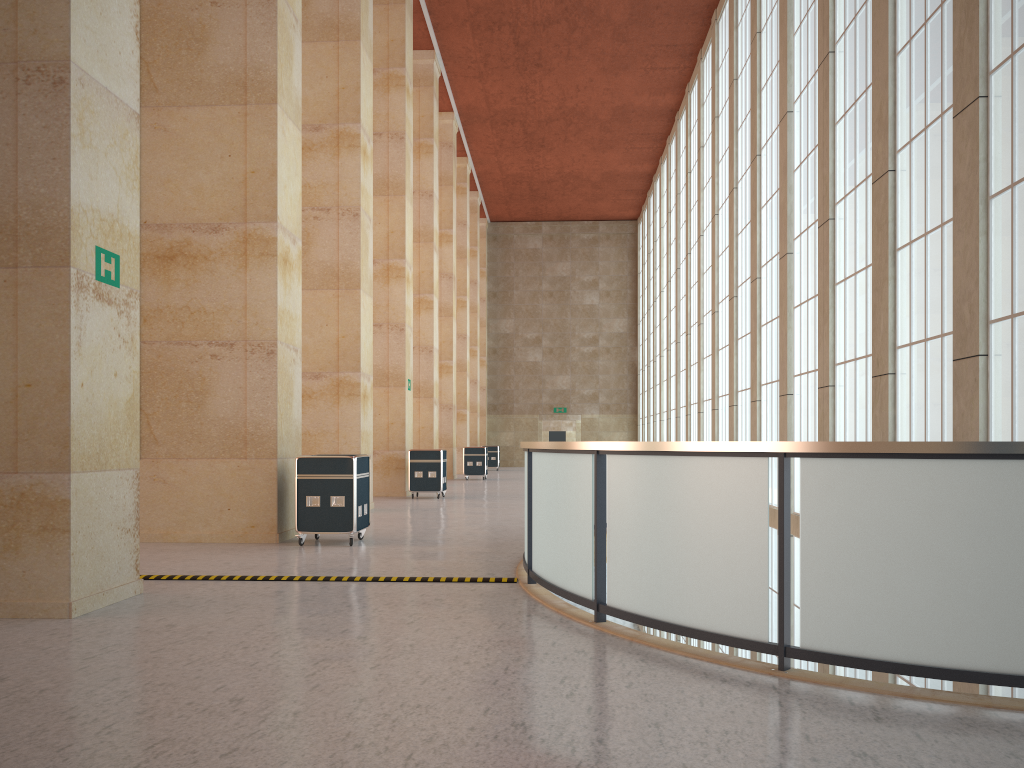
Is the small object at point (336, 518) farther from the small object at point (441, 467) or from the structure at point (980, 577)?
the small object at point (441, 467)

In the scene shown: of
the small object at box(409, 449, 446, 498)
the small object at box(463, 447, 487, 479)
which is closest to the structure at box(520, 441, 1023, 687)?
the small object at box(409, 449, 446, 498)

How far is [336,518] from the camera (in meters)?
14.84

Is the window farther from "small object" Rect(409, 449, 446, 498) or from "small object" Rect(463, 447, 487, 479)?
"small object" Rect(463, 447, 487, 479)

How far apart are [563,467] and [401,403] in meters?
19.8 m

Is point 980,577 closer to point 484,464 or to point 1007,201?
point 1007,201

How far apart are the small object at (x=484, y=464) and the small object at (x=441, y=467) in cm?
1299

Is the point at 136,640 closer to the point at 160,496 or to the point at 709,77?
the point at 160,496

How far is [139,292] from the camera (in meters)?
10.40

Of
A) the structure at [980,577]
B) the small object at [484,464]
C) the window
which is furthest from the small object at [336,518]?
the small object at [484,464]
